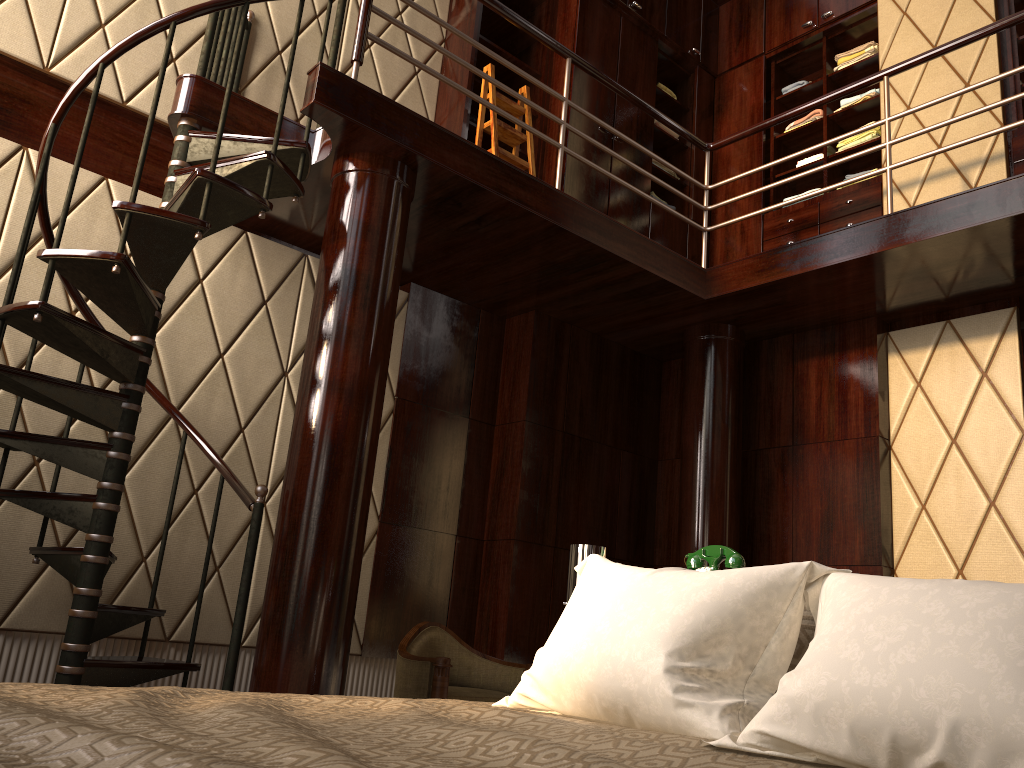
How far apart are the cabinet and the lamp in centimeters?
284cm

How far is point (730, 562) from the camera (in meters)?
2.25

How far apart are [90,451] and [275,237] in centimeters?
158cm

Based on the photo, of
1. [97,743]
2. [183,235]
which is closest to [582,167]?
[183,235]

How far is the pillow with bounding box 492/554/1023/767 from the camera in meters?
1.0

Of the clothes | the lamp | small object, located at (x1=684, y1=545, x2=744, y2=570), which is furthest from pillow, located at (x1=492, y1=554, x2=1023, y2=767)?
the clothes

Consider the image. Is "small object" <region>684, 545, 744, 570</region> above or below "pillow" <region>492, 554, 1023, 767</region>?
above

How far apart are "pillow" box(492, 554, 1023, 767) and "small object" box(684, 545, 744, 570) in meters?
0.7

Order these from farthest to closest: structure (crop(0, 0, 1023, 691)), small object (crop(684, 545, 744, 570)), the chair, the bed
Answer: the chair, structure (crop(0, 0, 1023, 691)), small object (crop(684, 545, 744, 570)), the bed

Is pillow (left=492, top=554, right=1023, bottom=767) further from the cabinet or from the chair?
the cabinet
